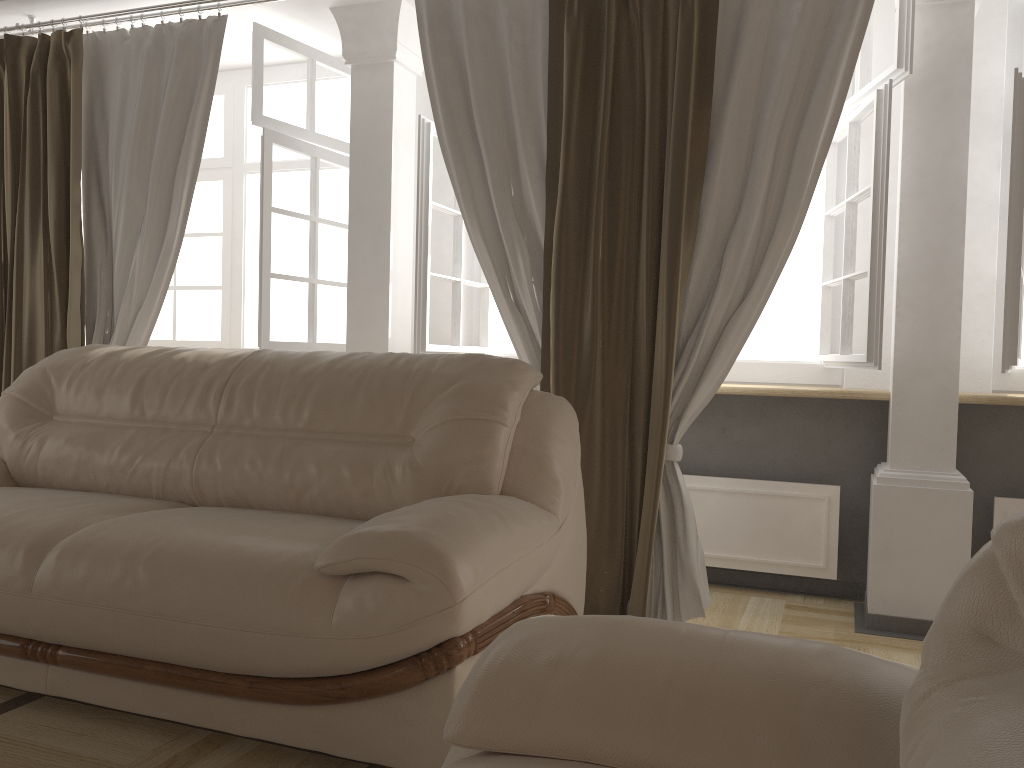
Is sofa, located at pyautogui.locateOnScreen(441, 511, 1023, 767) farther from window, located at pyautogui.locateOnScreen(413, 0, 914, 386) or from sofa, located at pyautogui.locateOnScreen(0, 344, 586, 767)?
window, located at pyautogui.locateOnScreen(413, 0, 914, 386)

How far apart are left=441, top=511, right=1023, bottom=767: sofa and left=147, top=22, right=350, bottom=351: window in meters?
2.7

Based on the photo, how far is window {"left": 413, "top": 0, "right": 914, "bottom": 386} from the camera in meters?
2.8

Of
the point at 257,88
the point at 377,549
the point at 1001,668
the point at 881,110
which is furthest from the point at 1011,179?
the point at 257,88

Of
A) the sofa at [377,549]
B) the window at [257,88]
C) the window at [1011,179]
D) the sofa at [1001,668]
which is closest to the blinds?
the window at [257,88]

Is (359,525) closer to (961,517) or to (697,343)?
(697,343)

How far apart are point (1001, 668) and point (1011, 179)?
2.4m

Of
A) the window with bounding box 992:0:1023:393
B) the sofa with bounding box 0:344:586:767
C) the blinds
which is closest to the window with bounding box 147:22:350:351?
the blinds

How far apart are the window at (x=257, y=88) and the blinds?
0.2 meters

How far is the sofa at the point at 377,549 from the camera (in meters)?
1.73
